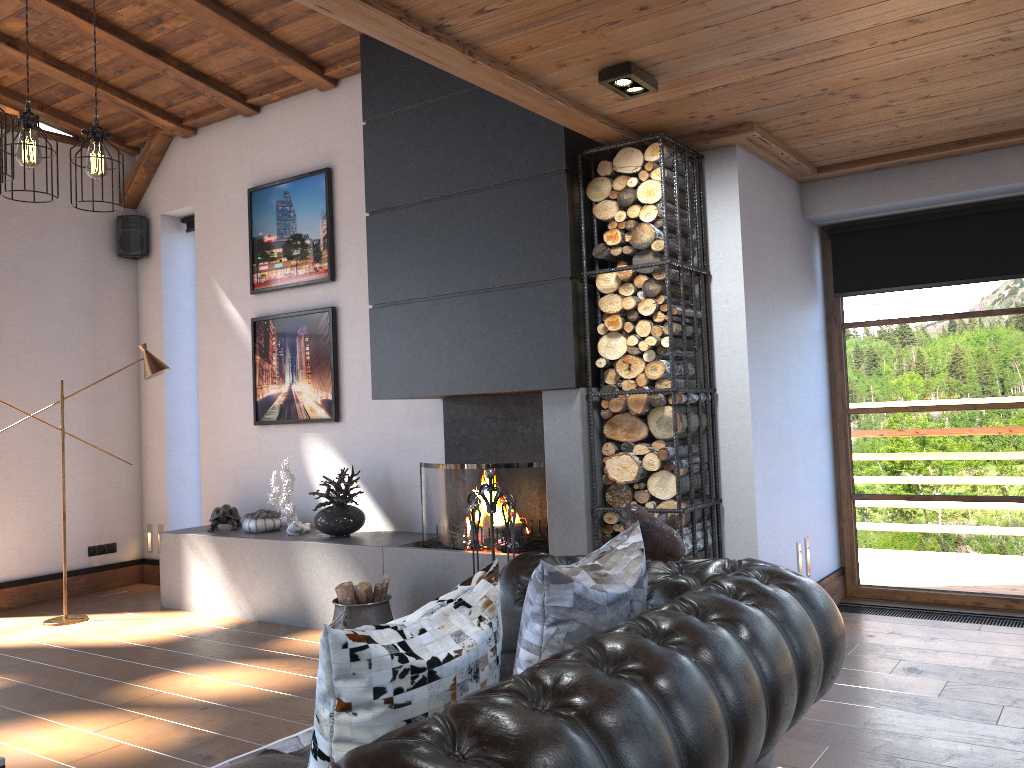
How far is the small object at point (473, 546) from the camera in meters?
4.4

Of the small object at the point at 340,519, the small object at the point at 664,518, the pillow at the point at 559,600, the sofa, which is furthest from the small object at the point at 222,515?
the pillow at the point at 559,600

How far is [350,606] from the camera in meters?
4.8 m

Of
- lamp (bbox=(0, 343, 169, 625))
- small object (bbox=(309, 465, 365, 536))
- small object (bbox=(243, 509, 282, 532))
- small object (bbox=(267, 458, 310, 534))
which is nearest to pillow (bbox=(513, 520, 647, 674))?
small object (bbox=(309, 465, 365, 536))

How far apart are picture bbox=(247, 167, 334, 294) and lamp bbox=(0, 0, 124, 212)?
2.9 meters

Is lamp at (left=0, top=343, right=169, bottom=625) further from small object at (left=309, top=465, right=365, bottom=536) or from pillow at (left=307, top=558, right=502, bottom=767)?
pillow at (left=307, top=558, right=502, bottom=767)

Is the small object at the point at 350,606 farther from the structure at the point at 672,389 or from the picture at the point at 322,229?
the picture at the point at 322,229

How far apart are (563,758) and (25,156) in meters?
2.9

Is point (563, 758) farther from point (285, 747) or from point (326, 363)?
point (326, 363)

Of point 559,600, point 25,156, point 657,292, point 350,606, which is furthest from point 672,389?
point 25,156
